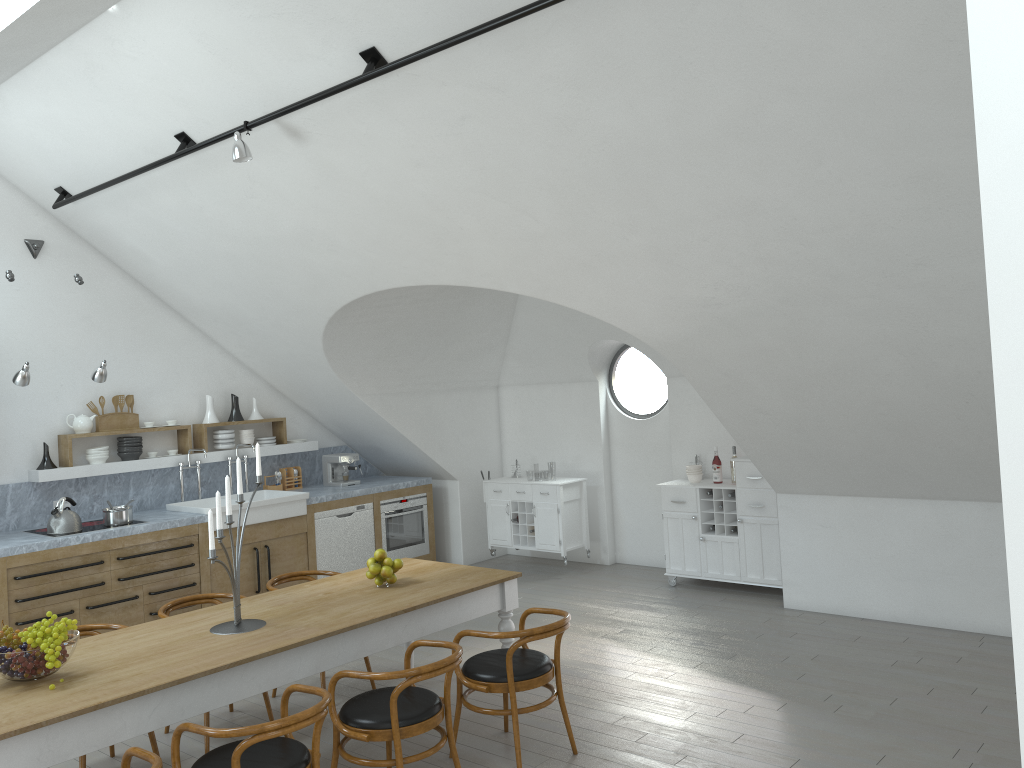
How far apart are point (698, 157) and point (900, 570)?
3.8m

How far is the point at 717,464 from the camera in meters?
7.9 m

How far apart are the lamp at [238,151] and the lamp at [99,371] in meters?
2.5

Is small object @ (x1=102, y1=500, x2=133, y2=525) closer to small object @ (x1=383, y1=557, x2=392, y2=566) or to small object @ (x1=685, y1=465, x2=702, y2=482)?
small object @ (x1=383, y1=557, x2=392, y2=566)

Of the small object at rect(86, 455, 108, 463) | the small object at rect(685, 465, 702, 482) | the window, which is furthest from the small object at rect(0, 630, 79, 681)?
the window

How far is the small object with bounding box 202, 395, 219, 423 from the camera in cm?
832

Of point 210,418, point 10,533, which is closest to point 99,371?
point 10,533

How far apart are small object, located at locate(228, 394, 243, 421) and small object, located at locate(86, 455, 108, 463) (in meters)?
1.31

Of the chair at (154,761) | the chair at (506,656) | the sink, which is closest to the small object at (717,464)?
the chair at (506,656)

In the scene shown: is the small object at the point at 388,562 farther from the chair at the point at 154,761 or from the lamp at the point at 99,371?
the lamp at the point at 99,371
